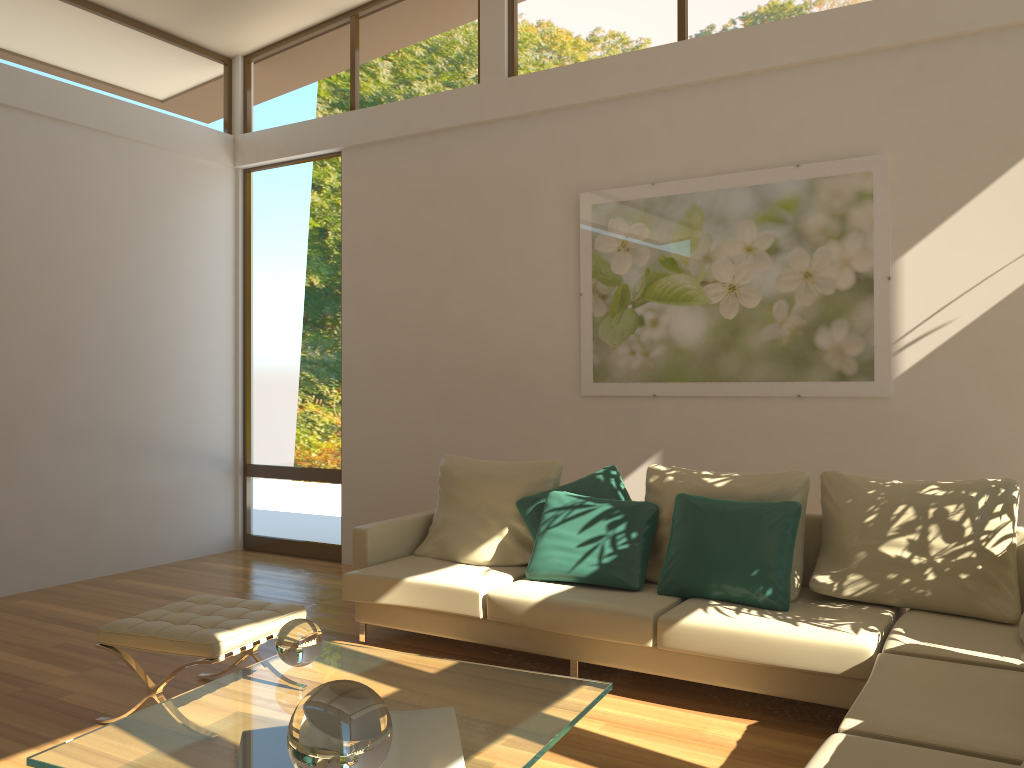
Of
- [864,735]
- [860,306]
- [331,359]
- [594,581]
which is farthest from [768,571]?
[331,359]

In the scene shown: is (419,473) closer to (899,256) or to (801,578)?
(801,578)

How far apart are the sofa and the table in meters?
0.6

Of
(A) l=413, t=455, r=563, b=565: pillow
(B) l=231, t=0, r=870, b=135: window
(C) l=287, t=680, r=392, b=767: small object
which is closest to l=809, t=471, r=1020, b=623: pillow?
(A) l=413, t=455, r=563, b=565: pillow

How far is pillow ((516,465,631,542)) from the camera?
4.6m

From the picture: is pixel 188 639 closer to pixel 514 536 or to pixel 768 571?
pixel 514 536

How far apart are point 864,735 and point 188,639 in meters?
2.4

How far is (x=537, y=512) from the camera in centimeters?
461cm

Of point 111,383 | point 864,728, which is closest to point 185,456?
point 111,383

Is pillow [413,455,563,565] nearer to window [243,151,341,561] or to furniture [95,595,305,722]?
furniture [95,595,305,722]
